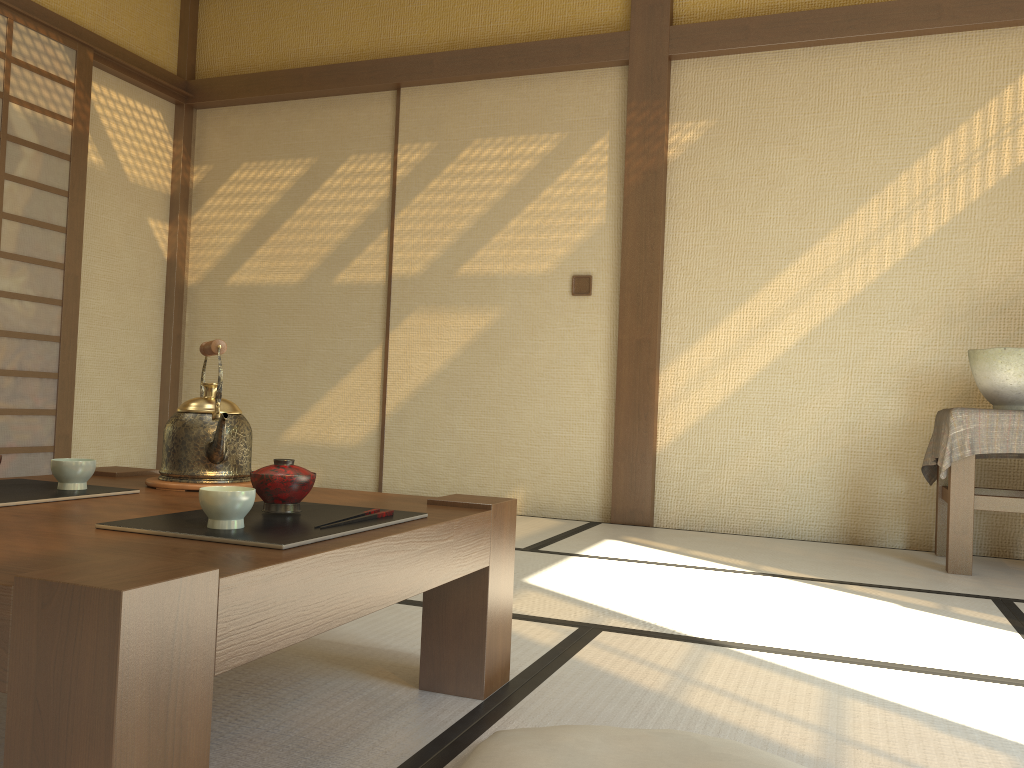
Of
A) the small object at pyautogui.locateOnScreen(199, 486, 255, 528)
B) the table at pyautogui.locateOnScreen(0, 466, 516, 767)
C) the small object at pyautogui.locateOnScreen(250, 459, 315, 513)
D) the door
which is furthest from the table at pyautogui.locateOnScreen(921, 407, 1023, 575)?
the door

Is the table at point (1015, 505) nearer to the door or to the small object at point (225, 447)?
the small object at point (225, 447)

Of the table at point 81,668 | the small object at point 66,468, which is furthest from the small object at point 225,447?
the small object at point 66,468

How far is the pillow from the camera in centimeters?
112cm

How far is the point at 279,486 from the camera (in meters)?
1.33

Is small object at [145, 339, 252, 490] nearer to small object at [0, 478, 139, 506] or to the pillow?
small object at [0, 478, 139, 506]

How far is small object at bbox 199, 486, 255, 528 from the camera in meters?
1.2

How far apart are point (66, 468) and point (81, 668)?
0.86m

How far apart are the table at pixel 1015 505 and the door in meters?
4.0

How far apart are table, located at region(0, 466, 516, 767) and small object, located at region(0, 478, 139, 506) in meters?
0.0 m
